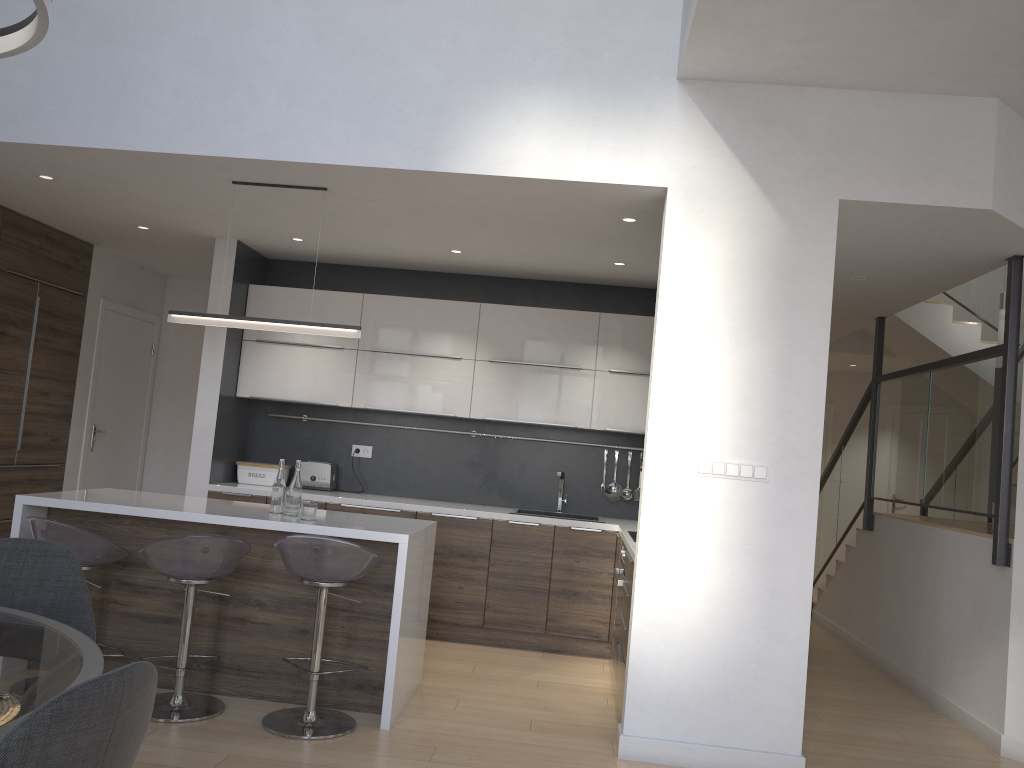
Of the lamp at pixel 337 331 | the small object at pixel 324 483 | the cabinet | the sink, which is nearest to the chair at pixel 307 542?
the cabinet

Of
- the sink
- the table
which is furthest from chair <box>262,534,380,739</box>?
the sink

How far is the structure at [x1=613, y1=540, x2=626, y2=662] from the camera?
4.64m

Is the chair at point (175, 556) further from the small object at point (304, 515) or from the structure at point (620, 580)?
the structure at point (620, 580)

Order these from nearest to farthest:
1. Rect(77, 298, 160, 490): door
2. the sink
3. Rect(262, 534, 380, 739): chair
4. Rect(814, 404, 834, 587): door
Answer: Rect(262, 534, 380, 739): chair → the sink → Rect(77, 298, 160, 490): door → Rect(814, 404, 834, 587): door

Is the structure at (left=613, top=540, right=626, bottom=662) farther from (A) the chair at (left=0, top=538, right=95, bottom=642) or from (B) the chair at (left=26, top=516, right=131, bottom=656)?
(A) the chair at (left=0, top=538, right=95, bottom=642)

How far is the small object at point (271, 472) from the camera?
6.18m

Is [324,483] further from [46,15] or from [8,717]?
[8,717]

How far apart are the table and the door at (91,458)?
5.07m

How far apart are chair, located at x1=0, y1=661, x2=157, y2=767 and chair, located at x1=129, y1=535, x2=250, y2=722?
2.4m
